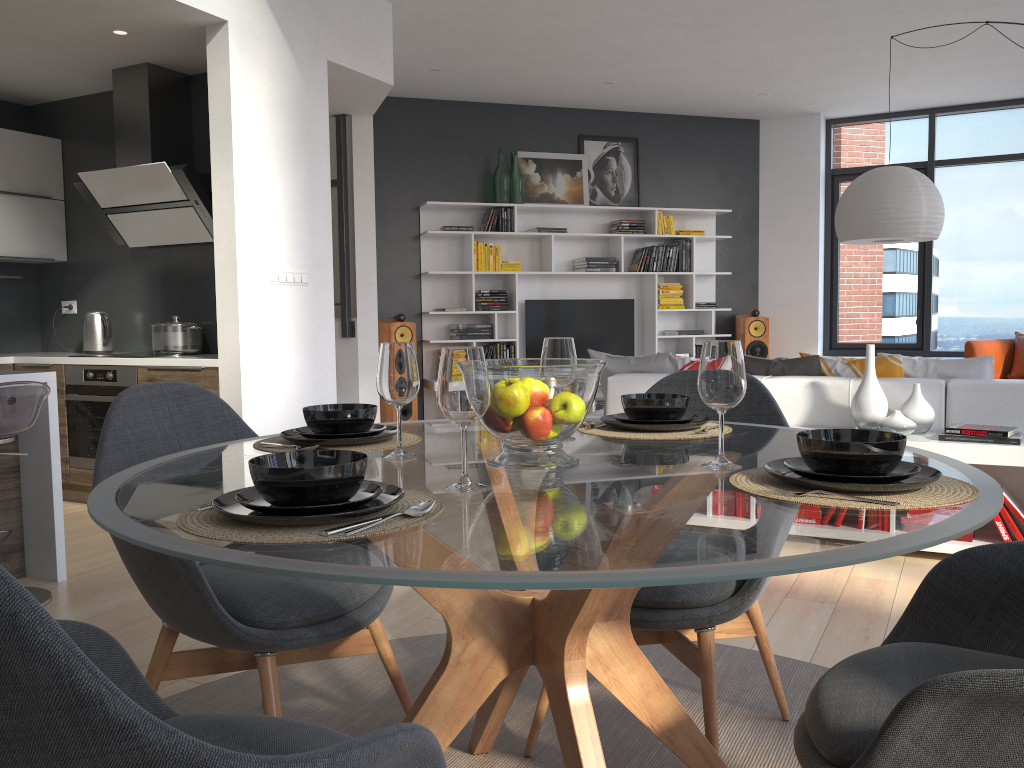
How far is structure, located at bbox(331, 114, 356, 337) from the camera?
6.3m

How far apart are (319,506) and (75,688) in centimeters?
45cm

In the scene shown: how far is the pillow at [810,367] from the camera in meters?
4.5

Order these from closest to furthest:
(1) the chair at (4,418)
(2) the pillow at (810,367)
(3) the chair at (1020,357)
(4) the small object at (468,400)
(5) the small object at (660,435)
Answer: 1. (4) the small object at (468,400)
2. (5) the small object at (660,435)
3. (1) the chair at (4,418)
4. (2) the pillow at (810,367)
5. (3) the chair at (1020,357)

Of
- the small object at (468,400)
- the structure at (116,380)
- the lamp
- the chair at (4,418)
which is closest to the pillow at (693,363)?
the lamp

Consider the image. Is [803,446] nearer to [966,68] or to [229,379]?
[229,379]

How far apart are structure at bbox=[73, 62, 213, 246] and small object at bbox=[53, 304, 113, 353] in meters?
0.5

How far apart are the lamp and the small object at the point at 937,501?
4.0m

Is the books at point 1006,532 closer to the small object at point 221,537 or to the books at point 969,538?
the books at point 969,538

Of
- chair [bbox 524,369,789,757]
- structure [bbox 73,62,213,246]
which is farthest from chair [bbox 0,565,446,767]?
structure [bbox 73,62,213,246]
